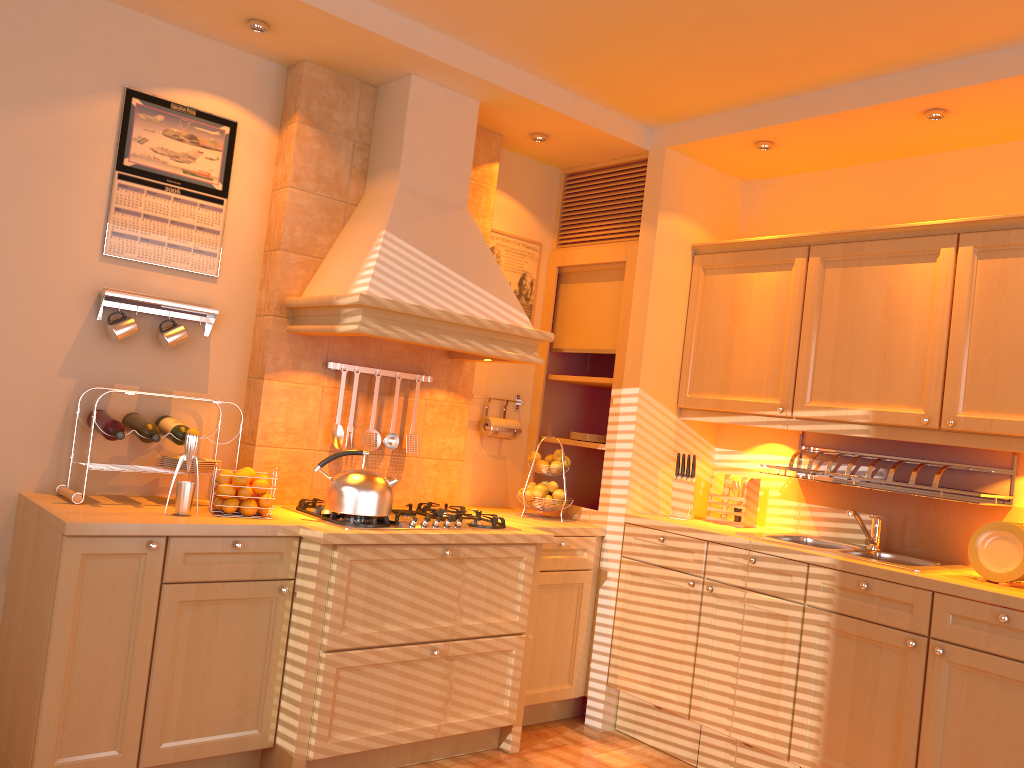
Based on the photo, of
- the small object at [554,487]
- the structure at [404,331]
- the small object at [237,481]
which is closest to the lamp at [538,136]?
the structure at [404,331]

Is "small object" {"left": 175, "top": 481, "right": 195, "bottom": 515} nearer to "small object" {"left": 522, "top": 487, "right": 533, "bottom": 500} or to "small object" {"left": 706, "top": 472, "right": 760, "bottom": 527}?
"small object" {"left": 522, "top": 487, "right": 533, "bottom": 500}

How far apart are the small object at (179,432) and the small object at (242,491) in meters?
0.3 m

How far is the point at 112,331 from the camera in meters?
3.1

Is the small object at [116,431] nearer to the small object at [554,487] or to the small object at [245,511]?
the small object at [245,511]

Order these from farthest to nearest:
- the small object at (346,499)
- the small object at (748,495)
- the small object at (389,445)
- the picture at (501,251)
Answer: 1. the picture at (501,251)
2. the small object at (748,495)
3. the small object at (389,445)
4. the small object at (346,499)

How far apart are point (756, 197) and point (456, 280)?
1.7 meters

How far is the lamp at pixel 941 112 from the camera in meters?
3.2

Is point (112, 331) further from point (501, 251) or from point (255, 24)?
point (501, 251)

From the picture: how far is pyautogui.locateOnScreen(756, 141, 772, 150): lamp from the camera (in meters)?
3.74
